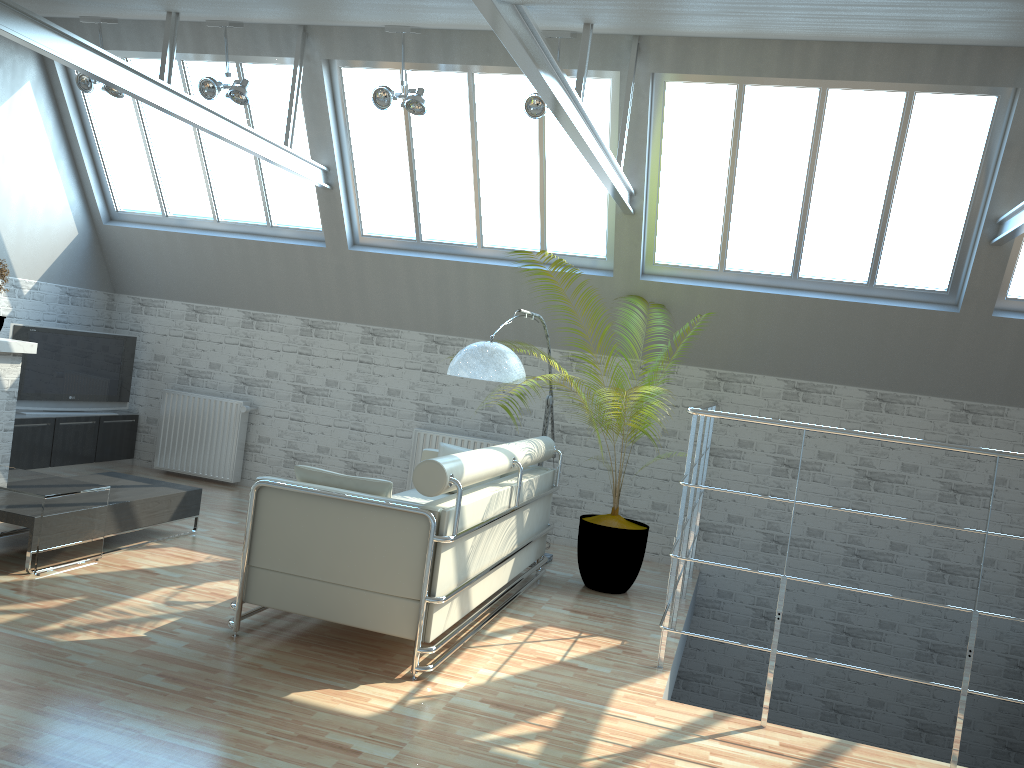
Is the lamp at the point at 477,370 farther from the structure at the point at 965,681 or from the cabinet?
the cabinet

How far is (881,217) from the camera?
12.70m

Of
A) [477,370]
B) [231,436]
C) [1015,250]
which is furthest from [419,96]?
[1015,250]

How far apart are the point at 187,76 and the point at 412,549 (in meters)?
10.42

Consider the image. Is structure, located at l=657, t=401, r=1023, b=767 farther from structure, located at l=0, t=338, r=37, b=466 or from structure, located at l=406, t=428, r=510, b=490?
structure, located at l=0, t=338, r=37, b=466

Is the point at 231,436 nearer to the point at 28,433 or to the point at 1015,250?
the point at 28,433

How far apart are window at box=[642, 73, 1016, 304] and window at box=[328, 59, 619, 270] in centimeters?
56cm

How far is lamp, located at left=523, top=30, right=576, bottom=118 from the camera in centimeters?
1159cm

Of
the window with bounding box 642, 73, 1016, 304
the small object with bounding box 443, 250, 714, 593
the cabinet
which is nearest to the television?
the cabinet

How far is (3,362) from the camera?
13.8 meters
